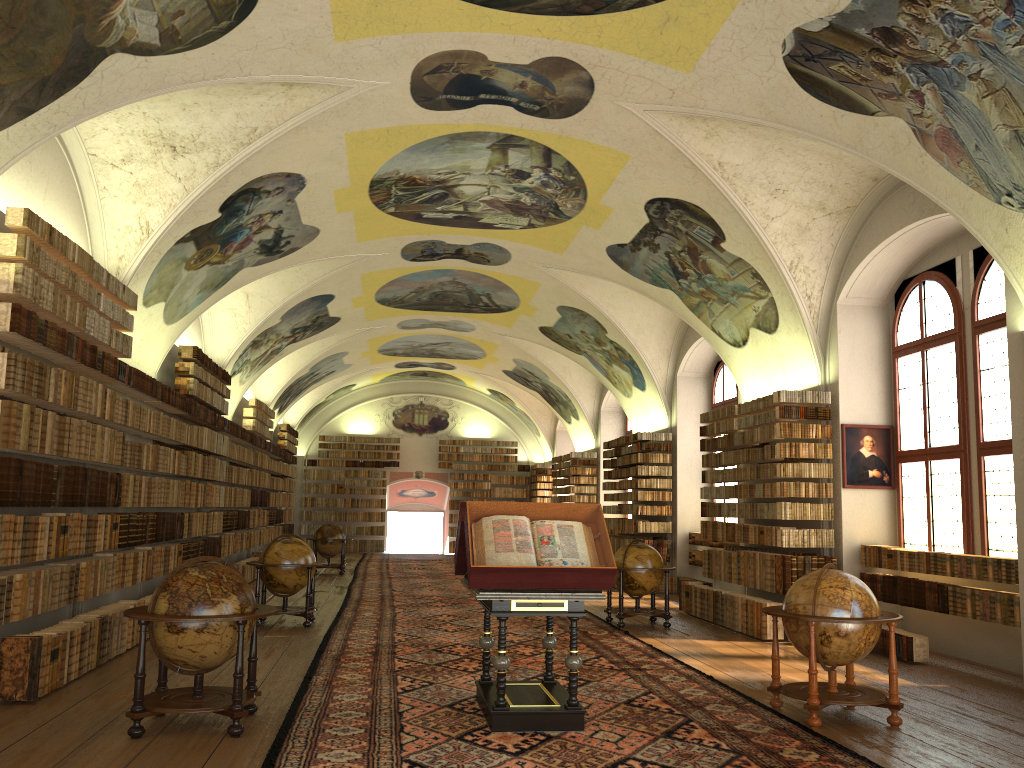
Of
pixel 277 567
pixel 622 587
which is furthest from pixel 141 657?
pixel 622 587

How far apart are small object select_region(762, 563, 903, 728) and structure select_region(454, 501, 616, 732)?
1.83m

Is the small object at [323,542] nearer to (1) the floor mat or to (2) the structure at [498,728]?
(1) the floor mat

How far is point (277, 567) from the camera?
13.8m

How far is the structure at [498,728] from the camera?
7.5 meters

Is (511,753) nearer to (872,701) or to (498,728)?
(498,728)

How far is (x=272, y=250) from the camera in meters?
16.4

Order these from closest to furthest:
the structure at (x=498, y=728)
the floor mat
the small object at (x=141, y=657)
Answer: the floor mat < the small object at (x=141, y=657) < the structure at (x=498, y=728)

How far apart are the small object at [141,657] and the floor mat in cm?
33

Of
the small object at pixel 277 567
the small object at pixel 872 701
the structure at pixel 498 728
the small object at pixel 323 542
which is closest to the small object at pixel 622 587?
the small object at pixel 277 567
